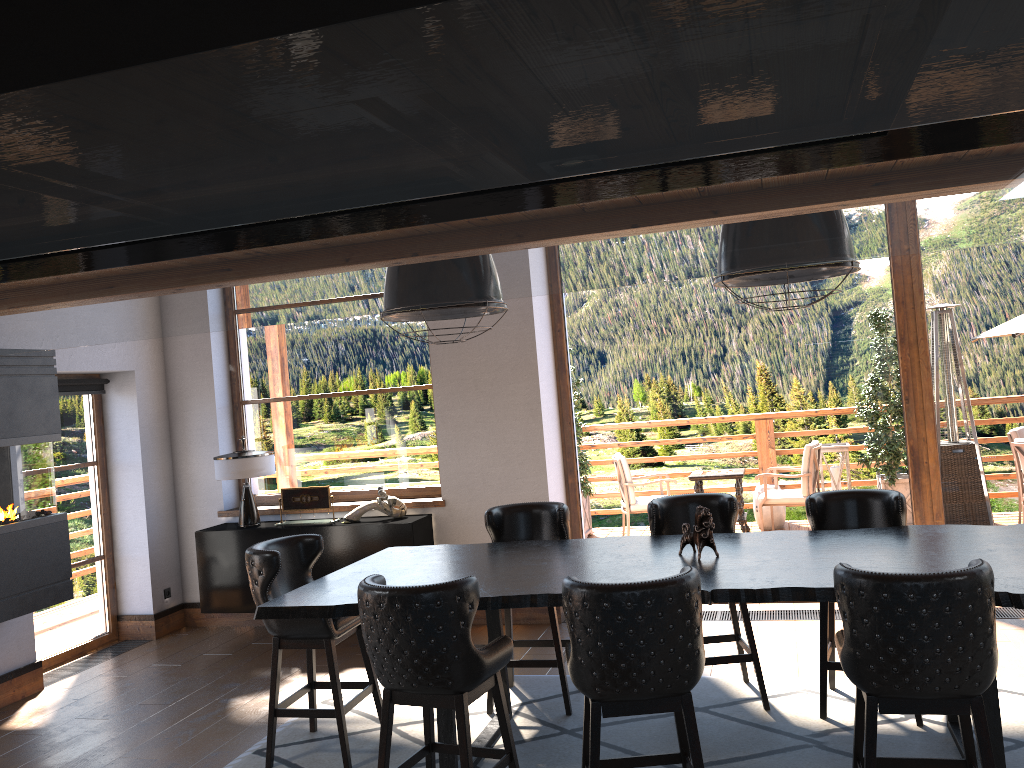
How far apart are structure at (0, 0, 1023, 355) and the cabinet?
5.1 meters

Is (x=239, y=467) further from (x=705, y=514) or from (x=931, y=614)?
(x=931, y=614)

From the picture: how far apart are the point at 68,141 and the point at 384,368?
6.71m

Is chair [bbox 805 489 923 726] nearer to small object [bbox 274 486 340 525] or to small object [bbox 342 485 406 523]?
small object [bbox 342 485 406 523]

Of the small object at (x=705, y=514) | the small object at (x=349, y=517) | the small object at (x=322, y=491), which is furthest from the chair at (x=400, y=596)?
the small object at (x=322, y=491)

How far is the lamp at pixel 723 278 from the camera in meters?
3.8 m

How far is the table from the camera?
3.47m

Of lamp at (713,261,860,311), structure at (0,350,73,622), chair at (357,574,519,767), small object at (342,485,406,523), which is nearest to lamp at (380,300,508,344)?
lamp at (713,261,860,311)

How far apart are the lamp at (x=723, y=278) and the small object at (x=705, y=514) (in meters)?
1.02

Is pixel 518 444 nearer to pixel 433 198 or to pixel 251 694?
pixel 251 694
